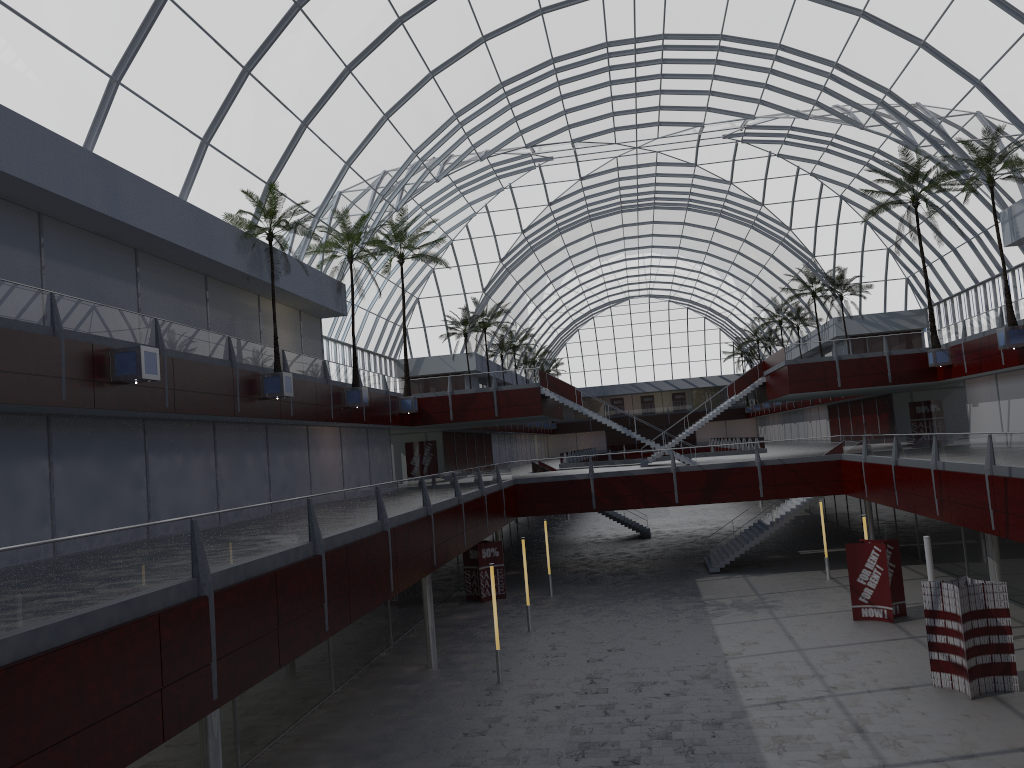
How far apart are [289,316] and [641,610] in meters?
22.6
